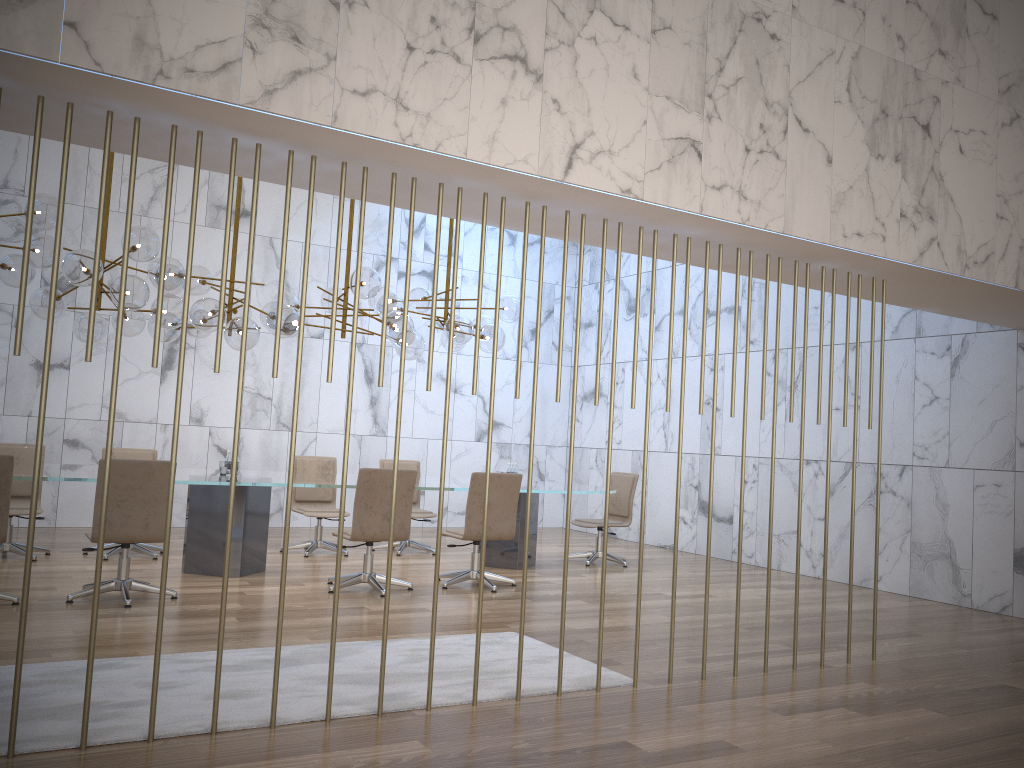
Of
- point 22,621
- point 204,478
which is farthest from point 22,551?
point 22,621

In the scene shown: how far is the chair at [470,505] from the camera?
7.4m

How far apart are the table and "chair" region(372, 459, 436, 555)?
0.64m

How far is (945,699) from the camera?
4.8 meters

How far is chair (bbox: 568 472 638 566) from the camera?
9.6 meters

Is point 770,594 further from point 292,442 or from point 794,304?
point 292,442

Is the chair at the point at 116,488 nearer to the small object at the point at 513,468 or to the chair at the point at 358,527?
the chair at the point at 358,527

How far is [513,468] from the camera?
9.26m

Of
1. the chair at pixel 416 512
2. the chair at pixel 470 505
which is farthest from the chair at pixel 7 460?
the chair at pixel 416 512

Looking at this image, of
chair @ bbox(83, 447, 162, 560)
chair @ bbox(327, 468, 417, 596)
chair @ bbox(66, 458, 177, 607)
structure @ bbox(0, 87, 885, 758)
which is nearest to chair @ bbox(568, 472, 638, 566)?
chair @ bbox(327, 468, 417, 596)
